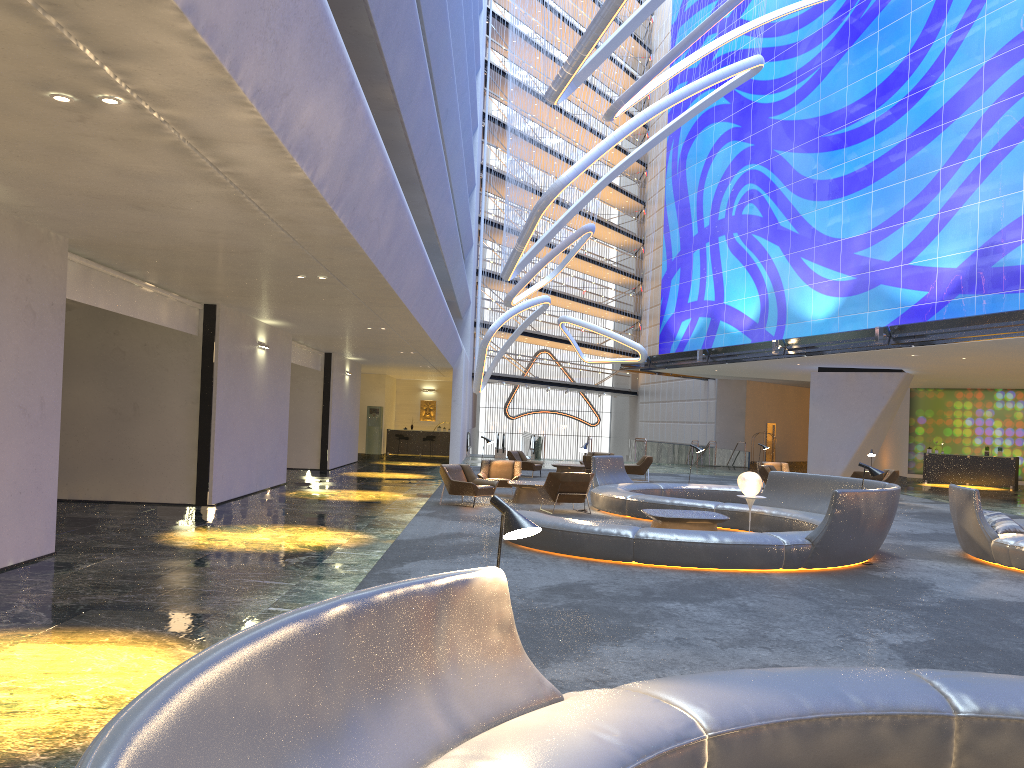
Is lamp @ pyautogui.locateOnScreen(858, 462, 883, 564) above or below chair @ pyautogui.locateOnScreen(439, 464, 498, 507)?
above

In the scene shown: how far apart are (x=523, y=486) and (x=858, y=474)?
9.2m

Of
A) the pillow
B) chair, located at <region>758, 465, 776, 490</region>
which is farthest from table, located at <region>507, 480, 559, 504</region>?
the pillow

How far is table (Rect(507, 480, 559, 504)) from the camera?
17.6m

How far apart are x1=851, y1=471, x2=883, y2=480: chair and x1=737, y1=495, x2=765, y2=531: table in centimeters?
911cm

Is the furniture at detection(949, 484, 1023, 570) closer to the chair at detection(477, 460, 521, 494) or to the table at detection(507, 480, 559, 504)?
the table at detection(507, 480, 559, 504)

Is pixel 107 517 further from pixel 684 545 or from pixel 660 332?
pixel 660 332

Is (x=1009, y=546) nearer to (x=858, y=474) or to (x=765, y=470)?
(x=858, y=474)

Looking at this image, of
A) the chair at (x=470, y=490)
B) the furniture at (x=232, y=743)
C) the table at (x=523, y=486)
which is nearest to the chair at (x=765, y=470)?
the table at (x=523, y=486)

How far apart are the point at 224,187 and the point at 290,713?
5.6 meters
